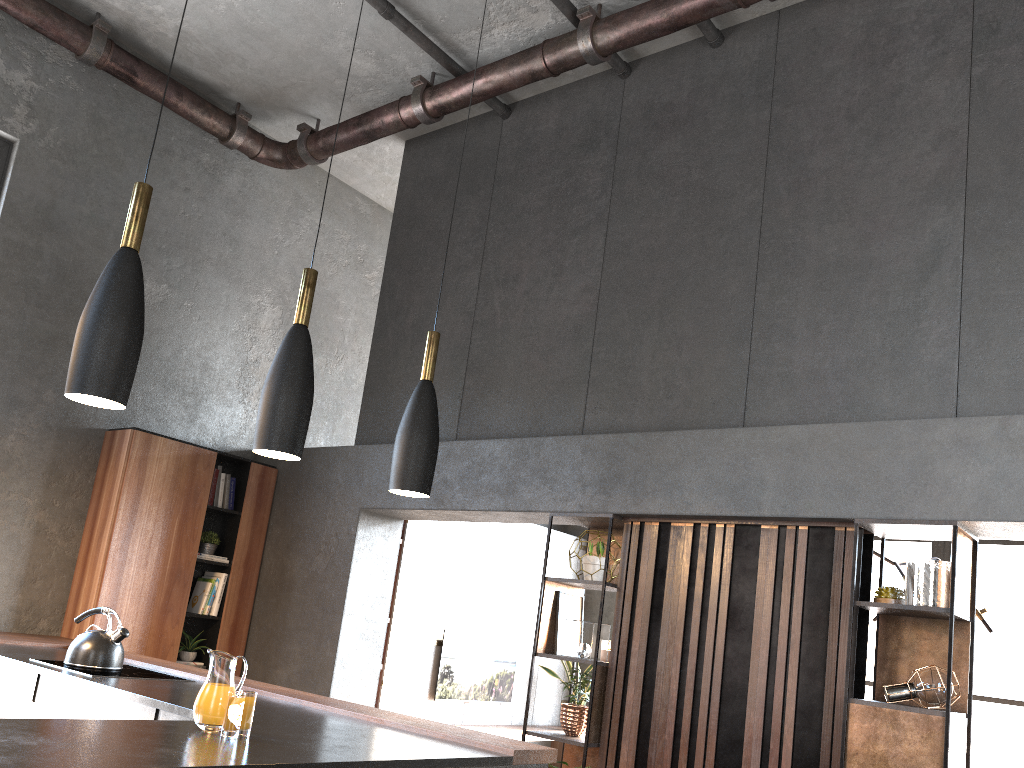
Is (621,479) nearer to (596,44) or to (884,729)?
(884,729)

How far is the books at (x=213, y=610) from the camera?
6.2m

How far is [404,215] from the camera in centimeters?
683cm

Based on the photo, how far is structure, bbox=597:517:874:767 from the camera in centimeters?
394cm

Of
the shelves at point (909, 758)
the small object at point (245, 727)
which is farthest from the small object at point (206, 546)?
the shelves at point (909, 758)

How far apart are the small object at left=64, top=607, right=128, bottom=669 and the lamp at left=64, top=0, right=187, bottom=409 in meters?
2.2 m

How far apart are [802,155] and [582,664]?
6.29m

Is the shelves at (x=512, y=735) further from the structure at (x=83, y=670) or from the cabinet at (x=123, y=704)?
the cabinet at (x=123, y=704)

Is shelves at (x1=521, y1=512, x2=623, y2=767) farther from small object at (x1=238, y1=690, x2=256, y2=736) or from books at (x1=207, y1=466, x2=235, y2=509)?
books at (x1=207, y1=466, x2=235, y2=509)

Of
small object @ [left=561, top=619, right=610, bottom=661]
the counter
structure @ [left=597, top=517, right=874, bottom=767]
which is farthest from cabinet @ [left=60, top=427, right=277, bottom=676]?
structure @ [left=597, top=517, right=874, bottom=767]
